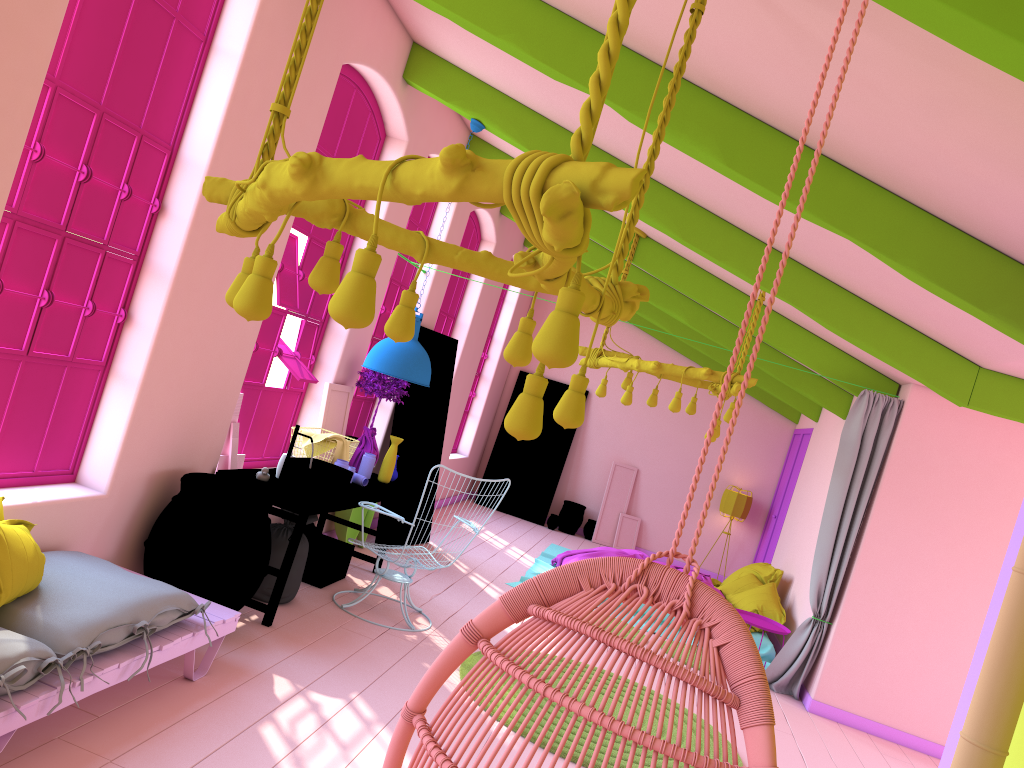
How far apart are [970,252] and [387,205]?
4.50m

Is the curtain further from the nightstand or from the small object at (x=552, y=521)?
the small object at (x=552, y=521)

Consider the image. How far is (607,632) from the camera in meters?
1.7

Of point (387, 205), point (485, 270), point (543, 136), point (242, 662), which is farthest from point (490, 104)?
point (242, 662)

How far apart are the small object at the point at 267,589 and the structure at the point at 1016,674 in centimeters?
436cm

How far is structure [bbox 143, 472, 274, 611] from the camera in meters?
4.8

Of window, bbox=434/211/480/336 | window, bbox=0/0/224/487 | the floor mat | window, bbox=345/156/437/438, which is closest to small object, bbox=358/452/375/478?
window, bbox=345/156/437/438

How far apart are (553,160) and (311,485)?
4.3m

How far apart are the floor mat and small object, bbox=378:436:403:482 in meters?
1.8 m

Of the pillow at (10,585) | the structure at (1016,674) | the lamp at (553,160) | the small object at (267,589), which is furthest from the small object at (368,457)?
the structure at (1016,674)
